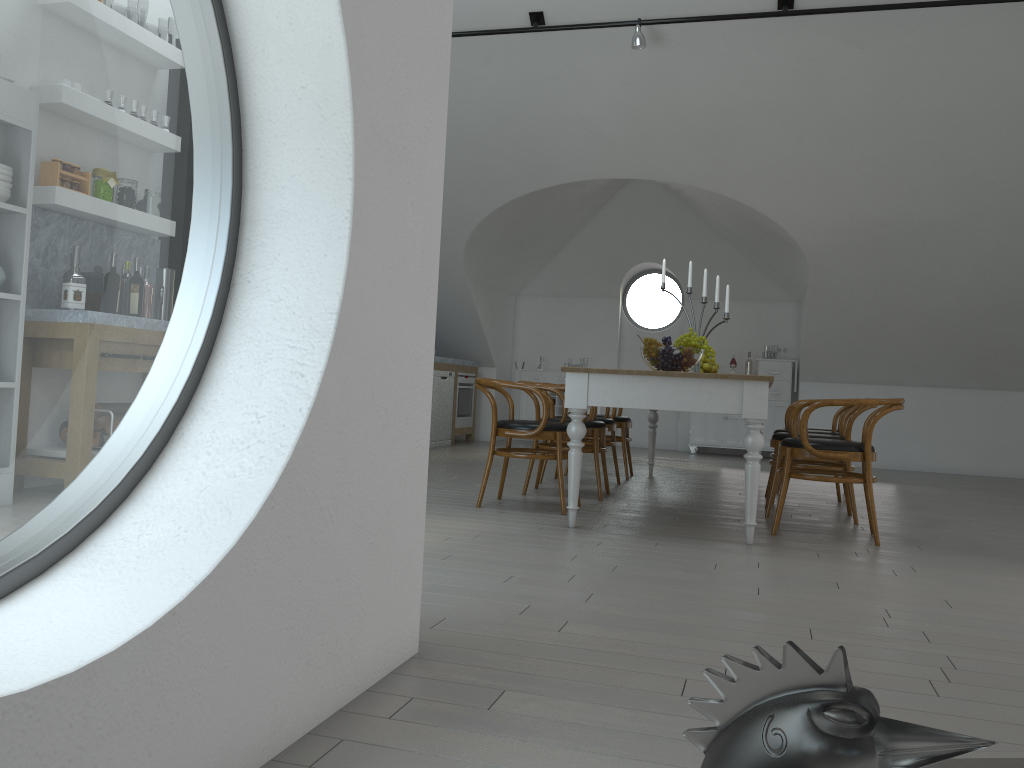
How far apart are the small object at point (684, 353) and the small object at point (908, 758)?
3.83m

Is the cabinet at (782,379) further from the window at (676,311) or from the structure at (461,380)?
the structure at (461,380)

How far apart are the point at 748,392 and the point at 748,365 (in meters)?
6.49

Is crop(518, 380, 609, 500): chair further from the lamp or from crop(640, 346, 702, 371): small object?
the lamp

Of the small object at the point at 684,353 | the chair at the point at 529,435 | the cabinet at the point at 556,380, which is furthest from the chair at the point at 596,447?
the cabinet at the point at 556,380

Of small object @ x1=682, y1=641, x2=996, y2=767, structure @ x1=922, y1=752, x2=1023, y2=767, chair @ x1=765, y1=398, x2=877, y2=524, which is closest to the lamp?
chair @ x1=765, y1=398, x2=877, y2=524

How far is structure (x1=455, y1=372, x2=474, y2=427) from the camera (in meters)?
10.15

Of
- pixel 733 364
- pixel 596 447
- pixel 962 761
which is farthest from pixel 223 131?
pixel 733 364

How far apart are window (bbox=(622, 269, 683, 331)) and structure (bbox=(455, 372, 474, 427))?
2.3m

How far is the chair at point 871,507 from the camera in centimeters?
439cm
